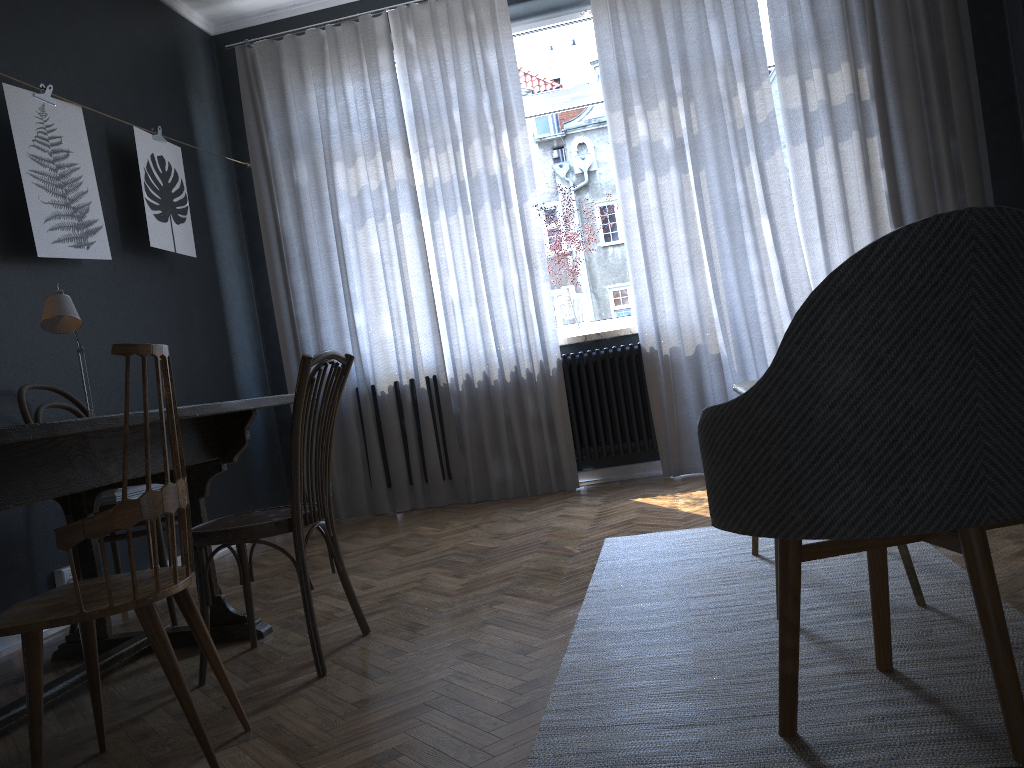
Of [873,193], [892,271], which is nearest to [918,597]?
[892,271]

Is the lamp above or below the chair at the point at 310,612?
above

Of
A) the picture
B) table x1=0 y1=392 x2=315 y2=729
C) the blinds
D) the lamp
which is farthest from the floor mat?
the picture

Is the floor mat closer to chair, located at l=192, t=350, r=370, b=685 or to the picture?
chair, located at l=192, t=350, r=370, b=685

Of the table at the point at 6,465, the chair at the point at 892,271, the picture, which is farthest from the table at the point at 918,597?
the picture

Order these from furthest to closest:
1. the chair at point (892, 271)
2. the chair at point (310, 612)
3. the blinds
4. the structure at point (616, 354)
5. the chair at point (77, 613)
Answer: the structure at point (616, 354)
the blinds
the chair at point (310, 612)
the chair at point (77, 613)
the chair at point (892, 271)

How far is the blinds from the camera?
4.49m

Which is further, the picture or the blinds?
the blinds

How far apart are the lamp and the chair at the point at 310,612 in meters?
0.9

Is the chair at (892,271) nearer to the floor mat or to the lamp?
the floor mat
